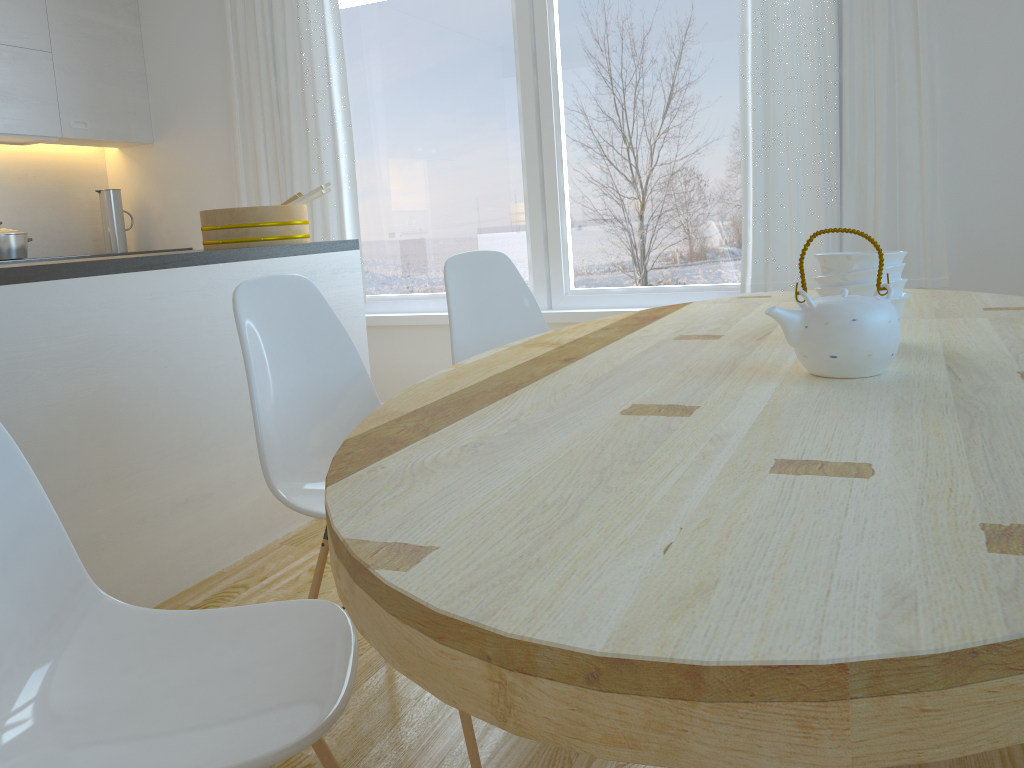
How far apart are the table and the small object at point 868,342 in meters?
0.0 m

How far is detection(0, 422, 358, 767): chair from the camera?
0.95m

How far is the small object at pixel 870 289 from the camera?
1.5m

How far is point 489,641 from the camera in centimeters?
57cm

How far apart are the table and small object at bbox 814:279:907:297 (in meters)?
0.09

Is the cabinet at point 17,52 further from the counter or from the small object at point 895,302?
the small object at point 895,302

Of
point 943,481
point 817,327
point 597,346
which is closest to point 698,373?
point 817,327

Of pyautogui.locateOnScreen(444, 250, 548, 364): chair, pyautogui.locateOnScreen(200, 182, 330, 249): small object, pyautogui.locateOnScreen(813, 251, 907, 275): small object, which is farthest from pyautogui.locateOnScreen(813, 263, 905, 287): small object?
pyautogui.locateOnScreen(200, 182, 330, 249): small object

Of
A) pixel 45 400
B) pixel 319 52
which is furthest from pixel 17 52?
pixel 45 400

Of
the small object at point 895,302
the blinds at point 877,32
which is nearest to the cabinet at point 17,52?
the blinds at point 877,32
